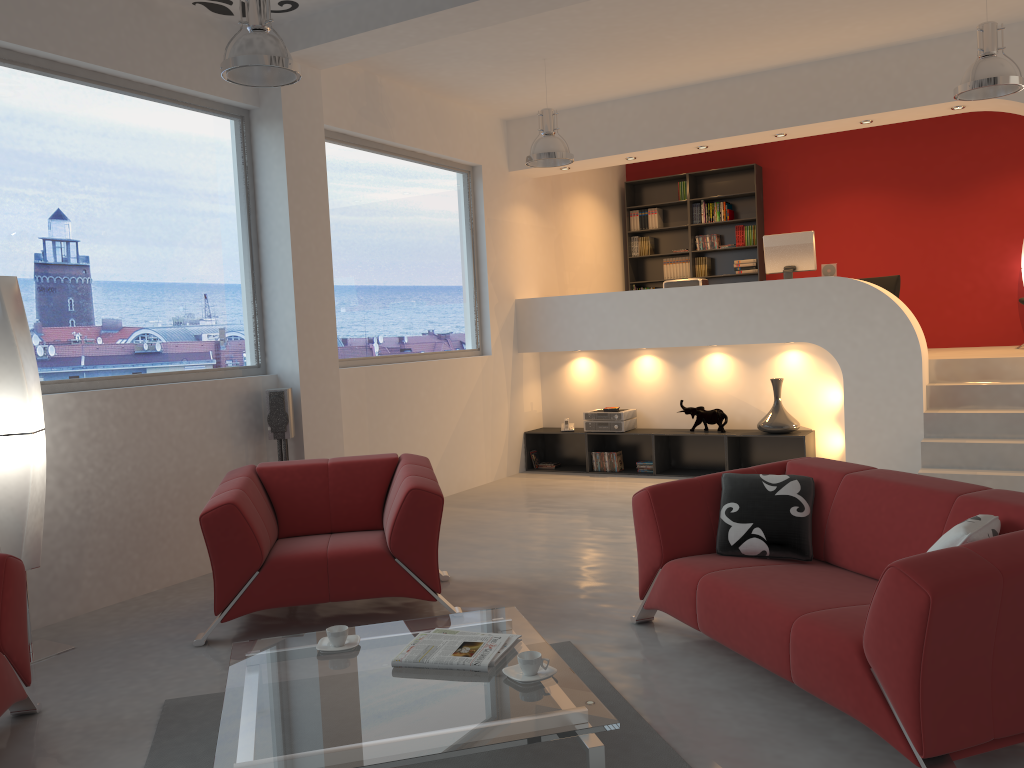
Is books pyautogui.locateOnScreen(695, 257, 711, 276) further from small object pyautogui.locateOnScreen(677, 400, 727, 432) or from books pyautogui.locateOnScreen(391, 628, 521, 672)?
books pyautogui.locateOnScreen(391, 628, 521, 672)

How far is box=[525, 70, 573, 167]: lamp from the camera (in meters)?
6.72

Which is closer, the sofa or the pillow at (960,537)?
the sofa

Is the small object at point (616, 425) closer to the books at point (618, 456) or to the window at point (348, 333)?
the books at point (618, 456)

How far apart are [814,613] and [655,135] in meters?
5.9

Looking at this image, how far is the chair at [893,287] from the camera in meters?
9.0 m

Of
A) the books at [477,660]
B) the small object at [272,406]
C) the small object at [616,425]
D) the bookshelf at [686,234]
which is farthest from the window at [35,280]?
the bookshelf at [686,234]

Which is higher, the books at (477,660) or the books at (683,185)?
the books at (683,185)

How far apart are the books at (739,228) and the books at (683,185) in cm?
81

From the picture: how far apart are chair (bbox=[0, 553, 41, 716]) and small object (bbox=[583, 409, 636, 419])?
5.8 meters
